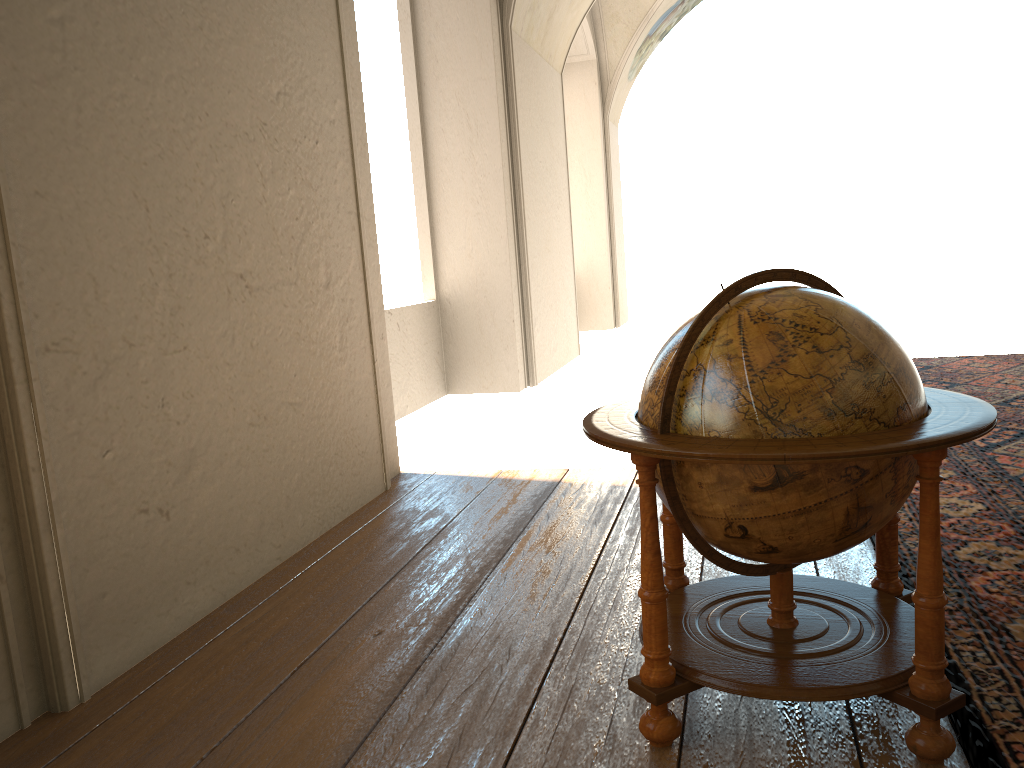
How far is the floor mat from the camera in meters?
2.7 m

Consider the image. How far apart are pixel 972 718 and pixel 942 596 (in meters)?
0.55

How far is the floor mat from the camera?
2.7m

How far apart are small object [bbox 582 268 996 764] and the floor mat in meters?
0.1 m

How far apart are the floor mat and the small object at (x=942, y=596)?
0.1 meters

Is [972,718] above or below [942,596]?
below

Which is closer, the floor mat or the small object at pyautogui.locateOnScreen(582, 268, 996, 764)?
the small object at pyautogui.locateOnScreen(582, 268, 996, 764)

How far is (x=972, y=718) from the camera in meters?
2.7

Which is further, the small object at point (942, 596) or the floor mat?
the floor mat

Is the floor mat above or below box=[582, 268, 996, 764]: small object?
below
